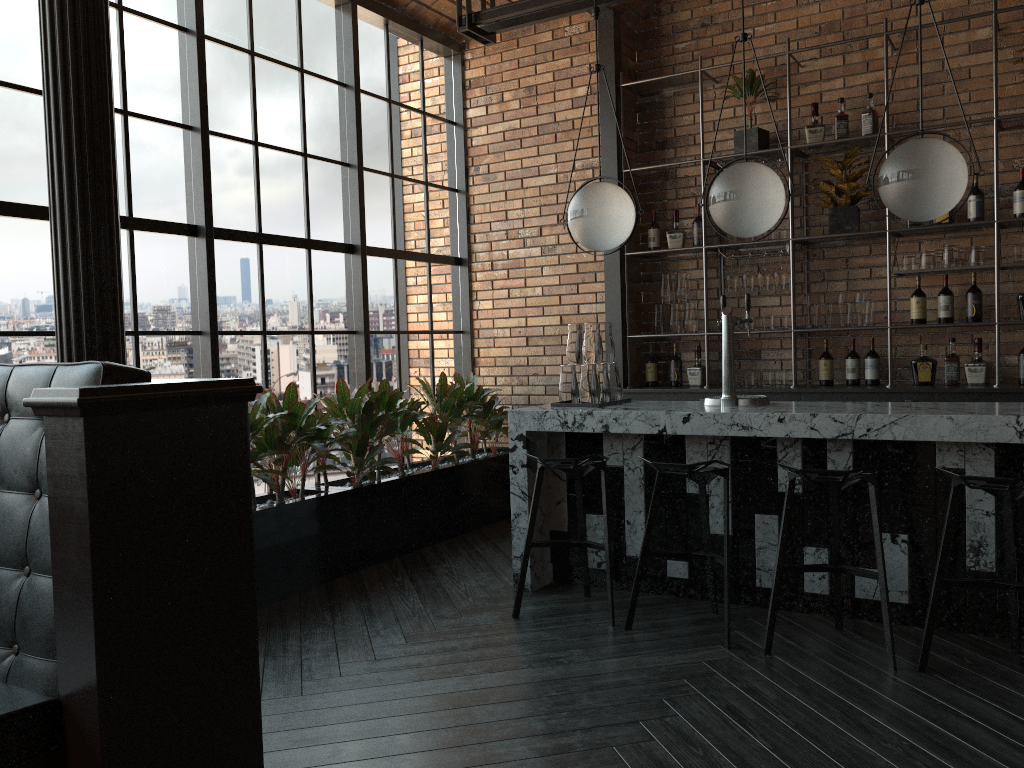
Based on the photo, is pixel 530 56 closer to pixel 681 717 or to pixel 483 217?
pixel 483 217

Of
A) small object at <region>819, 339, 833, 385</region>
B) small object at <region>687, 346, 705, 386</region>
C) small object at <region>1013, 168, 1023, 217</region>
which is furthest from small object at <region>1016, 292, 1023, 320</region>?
small object at <region>687, 346, 705, 386</region>

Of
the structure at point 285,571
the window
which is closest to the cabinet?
the structure at point 285,571

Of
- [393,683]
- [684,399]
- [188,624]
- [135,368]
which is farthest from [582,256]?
[188,624]

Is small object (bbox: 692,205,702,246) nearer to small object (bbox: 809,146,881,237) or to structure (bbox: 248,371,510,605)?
small object (bbox: 809,146,881,237)

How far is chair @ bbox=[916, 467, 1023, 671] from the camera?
3.0 meters

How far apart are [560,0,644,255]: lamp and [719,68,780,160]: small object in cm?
171

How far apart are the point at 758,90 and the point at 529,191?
1.71m

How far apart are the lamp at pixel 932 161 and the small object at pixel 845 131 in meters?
1.9

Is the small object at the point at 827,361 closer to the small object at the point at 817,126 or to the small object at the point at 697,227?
the small object at the point at 697,227
